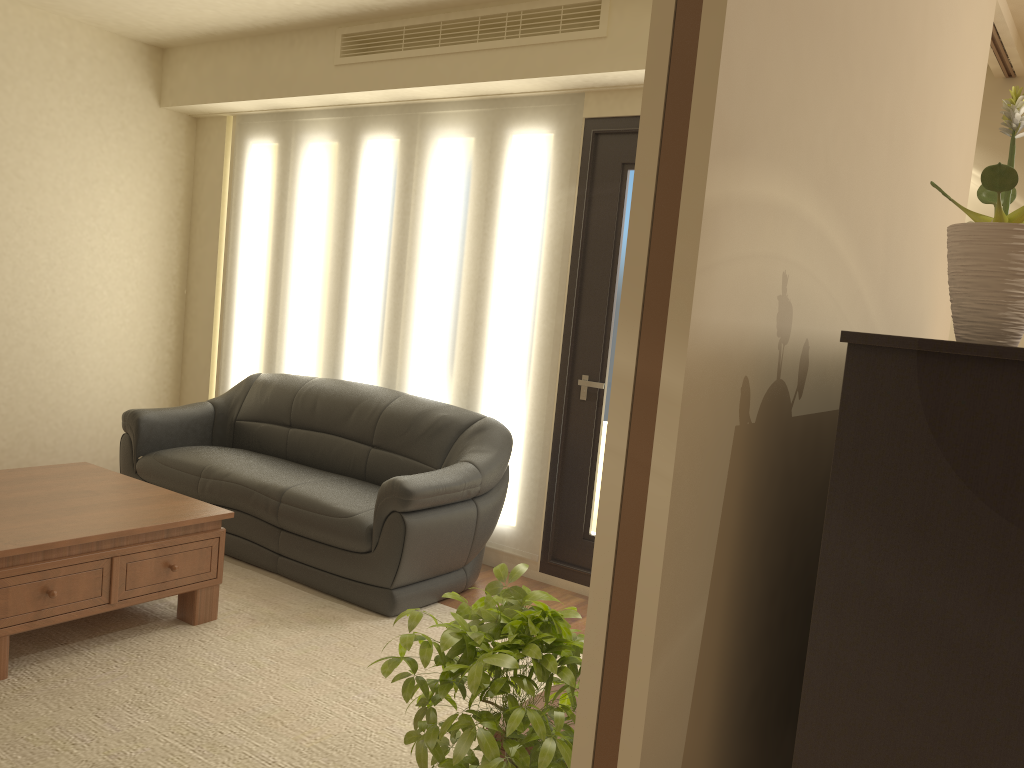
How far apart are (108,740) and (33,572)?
0.73m

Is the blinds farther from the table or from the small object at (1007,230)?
the small object at (1007,230)

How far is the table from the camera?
3.2m

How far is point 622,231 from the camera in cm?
453

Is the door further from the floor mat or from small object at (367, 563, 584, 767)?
small object at (367, 563, 584, 767)

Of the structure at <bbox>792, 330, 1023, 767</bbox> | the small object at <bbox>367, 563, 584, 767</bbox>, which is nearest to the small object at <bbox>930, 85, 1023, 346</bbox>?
the structure at <bbox>792, 330, 1023, 767</bbox>

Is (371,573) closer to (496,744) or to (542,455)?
(542,455)

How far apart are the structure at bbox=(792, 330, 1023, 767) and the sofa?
2.7m

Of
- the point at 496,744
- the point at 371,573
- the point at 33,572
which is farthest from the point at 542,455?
the point at 496,744

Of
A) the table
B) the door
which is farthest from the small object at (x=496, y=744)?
the door
